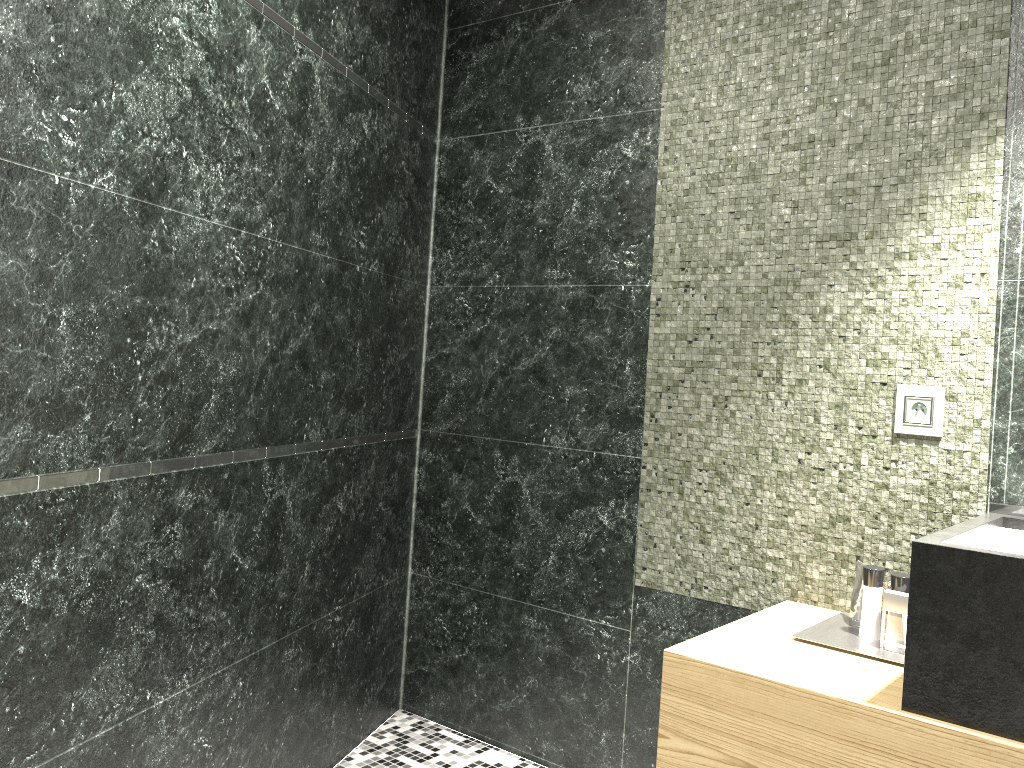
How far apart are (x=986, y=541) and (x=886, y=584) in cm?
658

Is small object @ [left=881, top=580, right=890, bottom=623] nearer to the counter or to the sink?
the counter

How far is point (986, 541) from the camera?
1.9 meters

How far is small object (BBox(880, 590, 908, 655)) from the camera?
1.9 meters

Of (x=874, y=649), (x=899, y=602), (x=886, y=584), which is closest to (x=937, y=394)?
(x=899, y=602)

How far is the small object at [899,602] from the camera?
1.93m

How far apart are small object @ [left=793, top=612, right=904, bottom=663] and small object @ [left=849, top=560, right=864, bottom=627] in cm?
1

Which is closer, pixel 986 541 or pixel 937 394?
pixel 986 541

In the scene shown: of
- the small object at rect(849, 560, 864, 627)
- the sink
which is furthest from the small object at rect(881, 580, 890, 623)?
the sink

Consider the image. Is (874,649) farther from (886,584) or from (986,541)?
(886,584)
